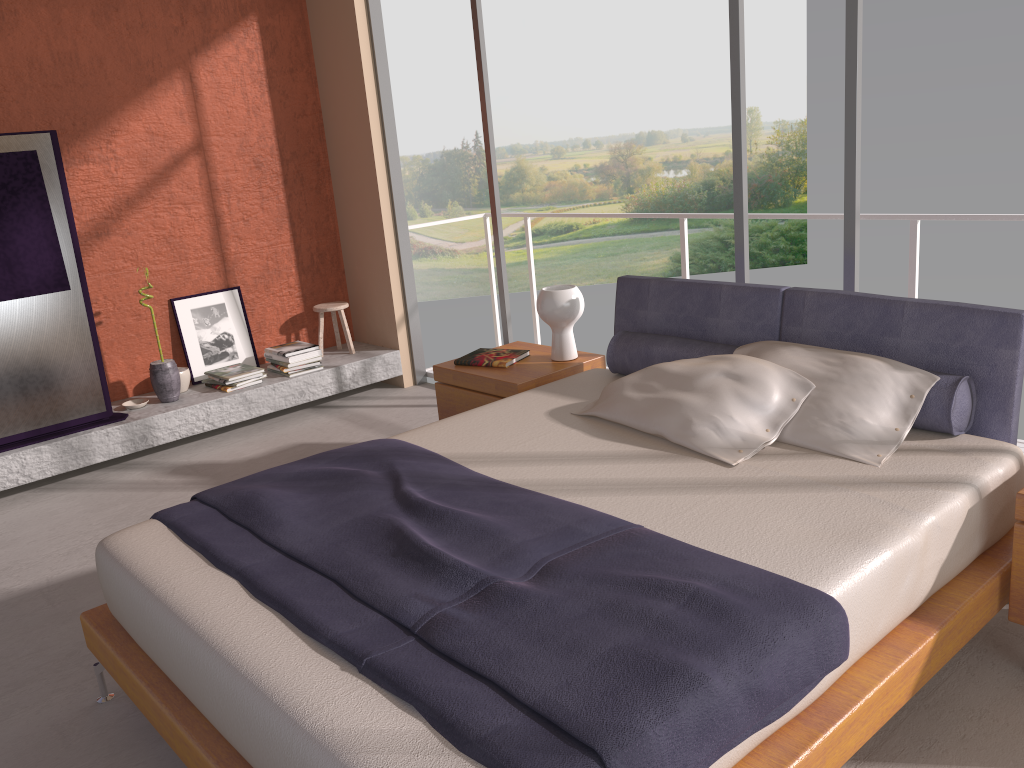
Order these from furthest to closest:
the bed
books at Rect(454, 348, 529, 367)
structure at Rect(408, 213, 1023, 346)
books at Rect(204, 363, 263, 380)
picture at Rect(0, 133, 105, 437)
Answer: books at Rect(204, 363, 263, 380)
picture at Rect(0, 133, 105, 437)
books at Rect(454, 348, 529, 367)
structure at Rect(408, 213, 1023, 346)
the bed

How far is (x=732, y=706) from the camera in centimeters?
168cm

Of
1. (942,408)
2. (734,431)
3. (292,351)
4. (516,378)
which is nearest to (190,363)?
→ (292,351)

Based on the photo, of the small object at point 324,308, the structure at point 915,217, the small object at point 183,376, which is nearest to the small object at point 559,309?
the structure at point 915,217

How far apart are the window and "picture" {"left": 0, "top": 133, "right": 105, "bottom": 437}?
2.3 meters

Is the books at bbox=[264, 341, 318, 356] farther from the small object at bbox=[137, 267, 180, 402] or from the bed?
the bed

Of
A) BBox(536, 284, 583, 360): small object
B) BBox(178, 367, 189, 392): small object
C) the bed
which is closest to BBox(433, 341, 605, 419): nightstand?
BBox(536, 284, 583, 360): small object

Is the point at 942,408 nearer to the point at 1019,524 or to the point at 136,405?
the point at 1019,524

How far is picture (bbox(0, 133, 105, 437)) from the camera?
4.6m

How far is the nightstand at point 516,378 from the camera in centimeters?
395cm
